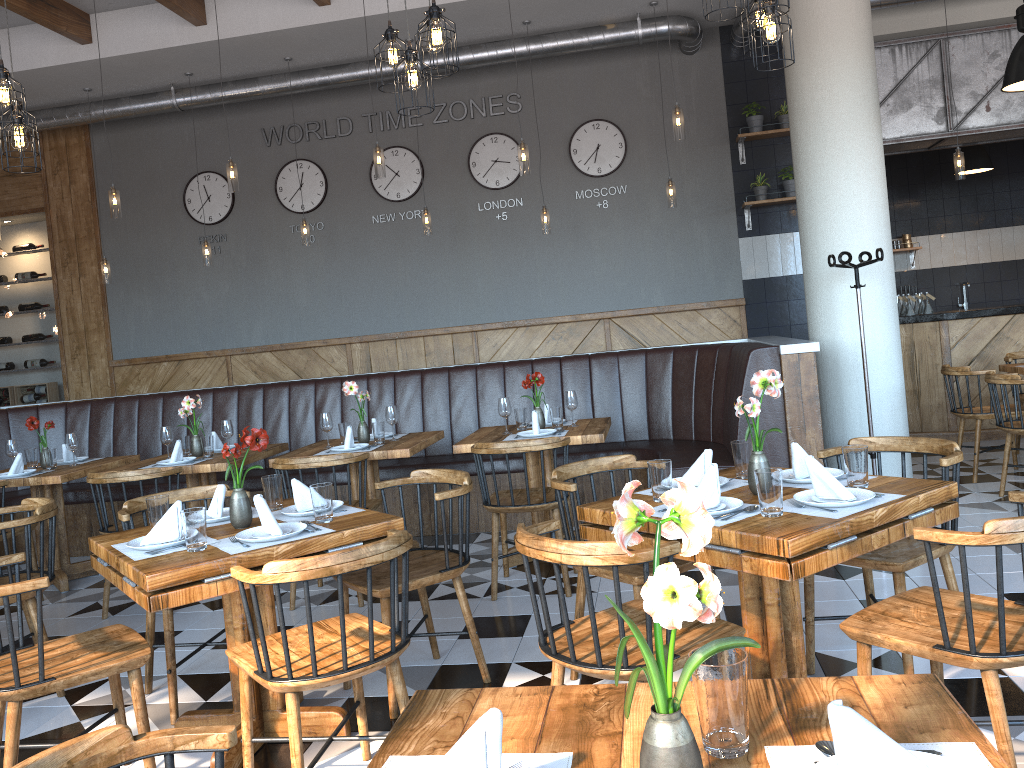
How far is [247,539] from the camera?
2.9 meters

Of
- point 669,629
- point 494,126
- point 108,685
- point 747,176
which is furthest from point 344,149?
point 669,629

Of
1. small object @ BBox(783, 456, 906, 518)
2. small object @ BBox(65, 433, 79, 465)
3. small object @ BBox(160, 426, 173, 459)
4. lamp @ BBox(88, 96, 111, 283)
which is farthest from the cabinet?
lamp @ BBox(88, 96, 111, 283)

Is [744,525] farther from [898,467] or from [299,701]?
[898,467]

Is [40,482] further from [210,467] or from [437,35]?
[437,35]

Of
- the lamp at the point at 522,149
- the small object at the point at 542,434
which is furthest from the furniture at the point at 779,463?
the lamp at the point at 522,149

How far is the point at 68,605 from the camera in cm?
532

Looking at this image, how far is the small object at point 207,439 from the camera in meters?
5.6

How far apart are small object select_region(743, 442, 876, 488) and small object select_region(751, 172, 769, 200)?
5.6 meters

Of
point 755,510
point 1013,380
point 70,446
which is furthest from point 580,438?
point 70,446
